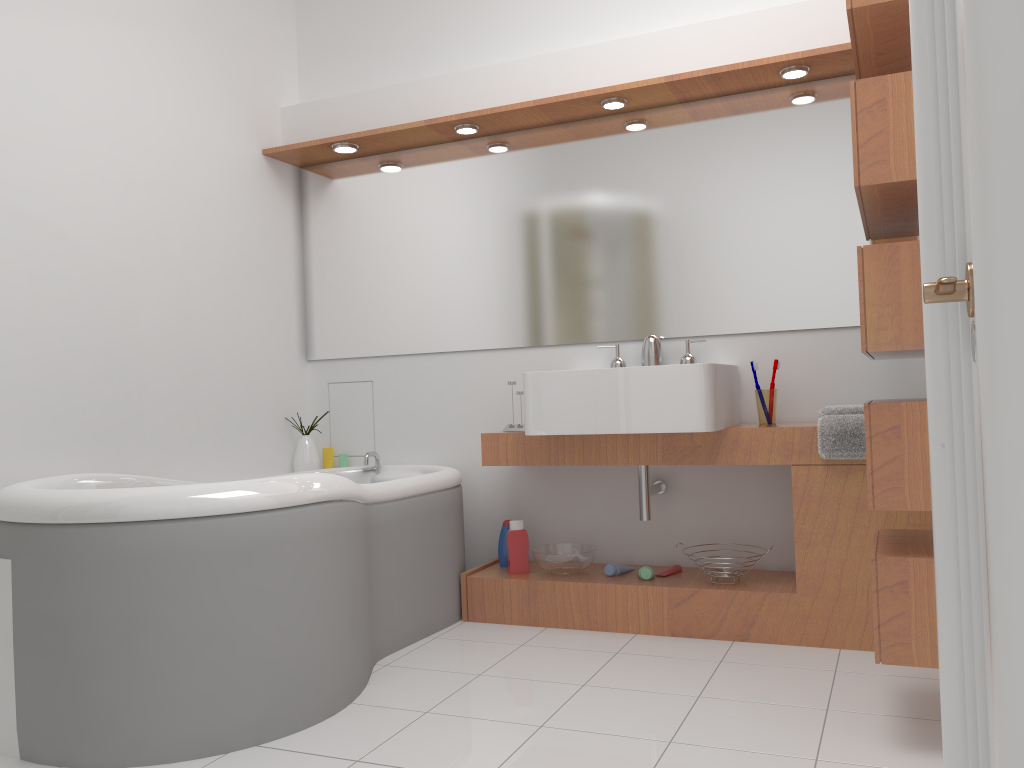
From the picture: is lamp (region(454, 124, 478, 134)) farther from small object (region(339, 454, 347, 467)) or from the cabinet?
small object (region(339, 454, 347, 467))

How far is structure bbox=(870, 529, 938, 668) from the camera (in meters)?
1.98

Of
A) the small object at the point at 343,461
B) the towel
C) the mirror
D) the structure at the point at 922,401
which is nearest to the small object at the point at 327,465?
the small object at the point at 343,461

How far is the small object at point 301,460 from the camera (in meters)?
3.84

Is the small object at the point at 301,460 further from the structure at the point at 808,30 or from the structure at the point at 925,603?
the structure at the point at 925,603

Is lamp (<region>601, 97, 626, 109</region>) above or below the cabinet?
above

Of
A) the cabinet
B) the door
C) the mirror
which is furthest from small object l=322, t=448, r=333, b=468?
the door

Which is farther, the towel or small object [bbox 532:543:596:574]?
small object [bbox 532:543:596:574]

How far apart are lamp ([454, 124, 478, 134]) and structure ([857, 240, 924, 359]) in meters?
1.8 m

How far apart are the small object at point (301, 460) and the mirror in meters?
0.4 m
